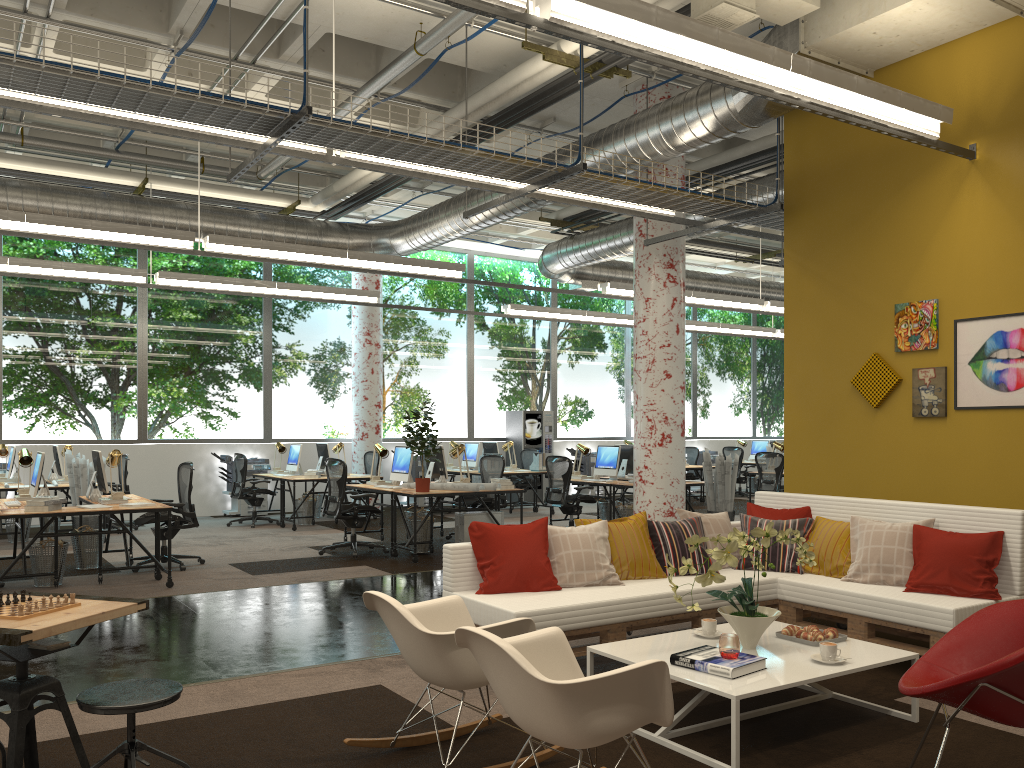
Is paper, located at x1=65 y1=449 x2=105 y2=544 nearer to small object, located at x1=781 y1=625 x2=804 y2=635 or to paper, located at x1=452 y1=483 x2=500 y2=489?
paper, located at x1=452 y1=483 x2=500 y2=489

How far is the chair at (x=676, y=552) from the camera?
5.8m

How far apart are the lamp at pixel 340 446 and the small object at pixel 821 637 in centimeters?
1006cm

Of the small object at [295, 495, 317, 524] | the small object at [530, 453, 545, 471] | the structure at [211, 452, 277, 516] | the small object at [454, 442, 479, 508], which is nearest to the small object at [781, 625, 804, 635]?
the small object at [295, 495, 317, 524]

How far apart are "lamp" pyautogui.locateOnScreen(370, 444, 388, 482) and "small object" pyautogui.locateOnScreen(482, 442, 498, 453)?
5.0m

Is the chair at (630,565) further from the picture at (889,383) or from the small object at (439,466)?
the small object at (439,466)

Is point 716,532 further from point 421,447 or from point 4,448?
point 4,448

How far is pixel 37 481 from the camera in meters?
8.1 m

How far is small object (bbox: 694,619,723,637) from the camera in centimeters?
455cm

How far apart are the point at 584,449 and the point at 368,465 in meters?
4.1 m
